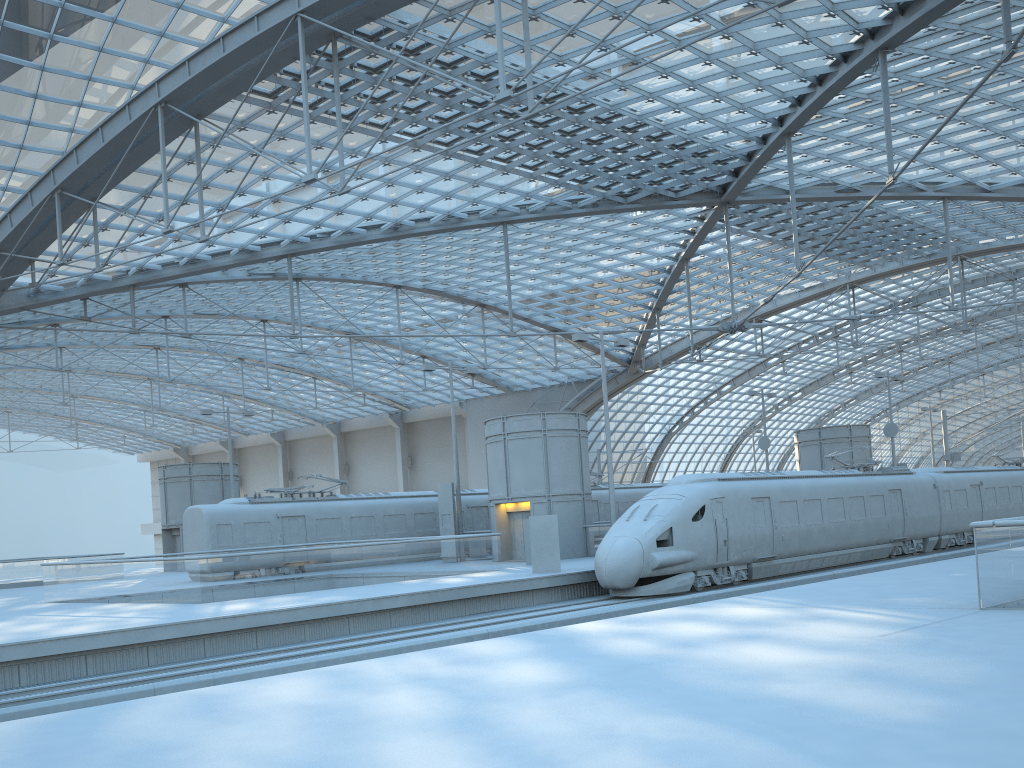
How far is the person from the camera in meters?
24.9 m

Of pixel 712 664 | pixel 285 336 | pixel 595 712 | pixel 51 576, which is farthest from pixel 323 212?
pixel 595 712

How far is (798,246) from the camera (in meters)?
34.09

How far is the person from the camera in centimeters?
2491cm

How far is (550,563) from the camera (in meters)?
24.91
